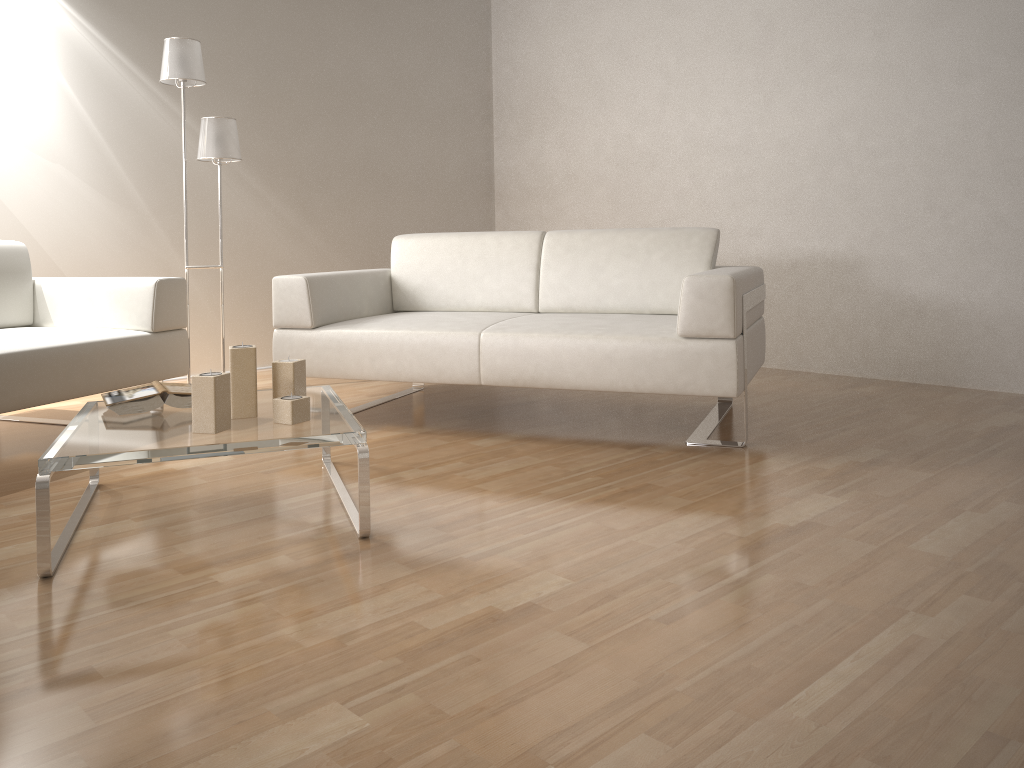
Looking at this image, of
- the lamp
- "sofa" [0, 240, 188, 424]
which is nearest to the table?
"sofa" [0, 240, 188, 424]

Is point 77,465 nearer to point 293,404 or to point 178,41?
Answer: point 293,404

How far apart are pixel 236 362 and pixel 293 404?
0.2 meters

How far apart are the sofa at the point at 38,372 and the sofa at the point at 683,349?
0.4 meters

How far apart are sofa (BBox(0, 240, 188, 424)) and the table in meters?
0.4

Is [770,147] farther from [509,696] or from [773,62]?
[509,696]

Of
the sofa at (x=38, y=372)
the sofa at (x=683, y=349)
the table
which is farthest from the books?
the sofa at (x=683, y=349)

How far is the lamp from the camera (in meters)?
3.88

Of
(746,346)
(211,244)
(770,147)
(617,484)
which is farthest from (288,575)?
(770,147)

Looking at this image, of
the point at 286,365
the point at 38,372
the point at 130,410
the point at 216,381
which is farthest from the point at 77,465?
the point at 38,372
